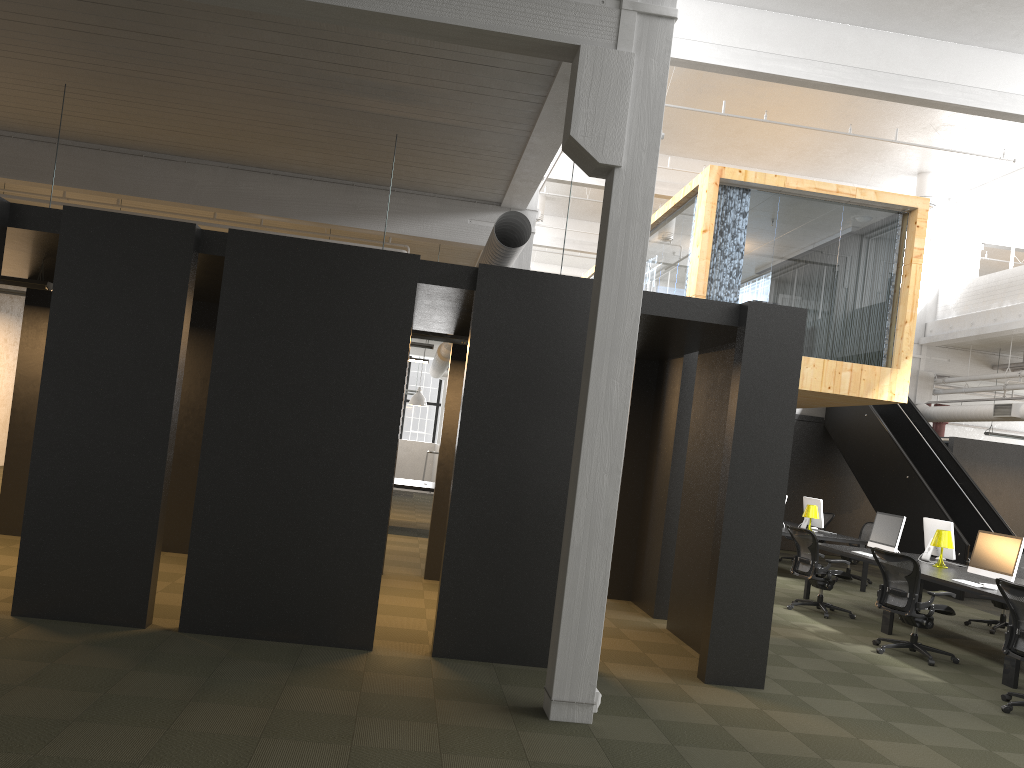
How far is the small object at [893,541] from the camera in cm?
1059

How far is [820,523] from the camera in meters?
13.9 m

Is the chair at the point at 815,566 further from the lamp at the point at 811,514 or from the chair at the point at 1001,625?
the lamp at the point at 811,514

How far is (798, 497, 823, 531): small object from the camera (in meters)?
13.94

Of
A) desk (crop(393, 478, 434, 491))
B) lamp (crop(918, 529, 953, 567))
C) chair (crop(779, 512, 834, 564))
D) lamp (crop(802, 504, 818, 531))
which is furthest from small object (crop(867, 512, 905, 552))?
desk (crop(393, 478, 434, 491))

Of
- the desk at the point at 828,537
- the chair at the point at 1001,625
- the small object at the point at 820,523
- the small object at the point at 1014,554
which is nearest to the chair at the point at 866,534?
the small object at the point at 820,523

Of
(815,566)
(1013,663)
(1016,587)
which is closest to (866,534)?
(815,566)

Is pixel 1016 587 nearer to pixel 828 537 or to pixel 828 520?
pixel 828 537

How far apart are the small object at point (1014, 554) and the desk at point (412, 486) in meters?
7.2

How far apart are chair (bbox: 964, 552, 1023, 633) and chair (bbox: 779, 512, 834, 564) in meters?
5.2
